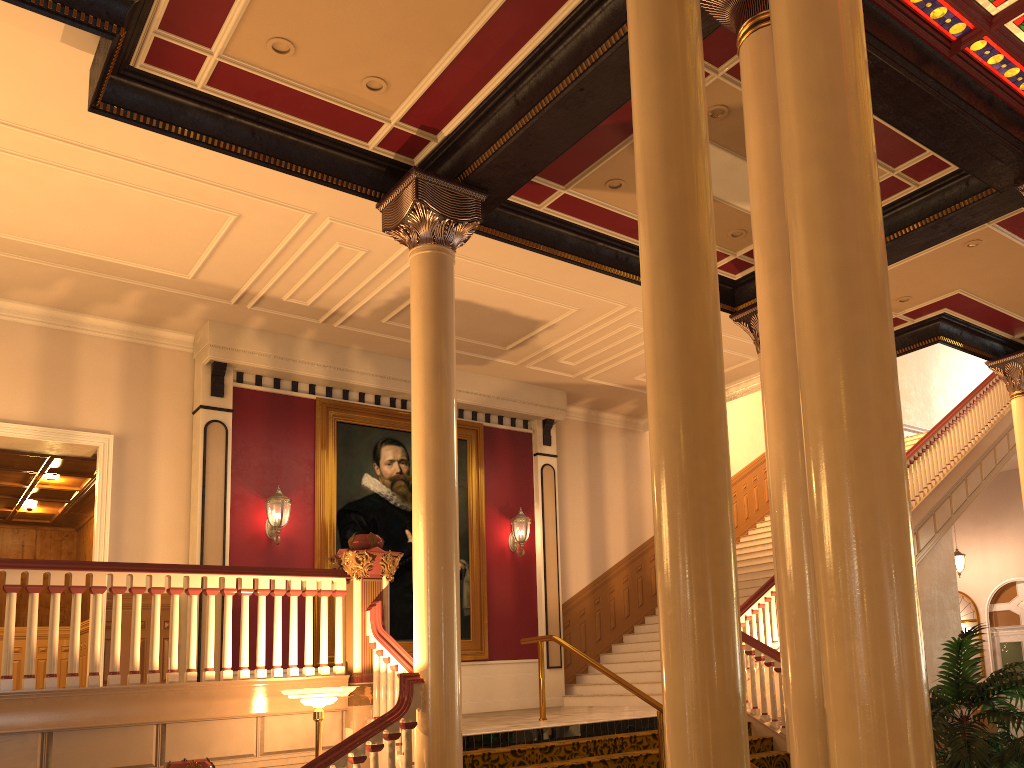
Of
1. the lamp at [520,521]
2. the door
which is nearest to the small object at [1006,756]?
the lamp at [520,521]

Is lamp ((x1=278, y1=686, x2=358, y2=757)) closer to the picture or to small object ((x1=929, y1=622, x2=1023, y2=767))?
Answer: small object ((x1=929, y1=622, x2=1023, y2=767))

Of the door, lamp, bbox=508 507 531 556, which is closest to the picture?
lamp, bbox=508 507 531 556

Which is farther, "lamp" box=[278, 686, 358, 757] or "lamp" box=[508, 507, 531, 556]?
"lamp" box=[508, 507, 531, 556]

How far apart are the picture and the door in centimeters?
1128cm

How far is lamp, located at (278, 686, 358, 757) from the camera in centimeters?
606cm

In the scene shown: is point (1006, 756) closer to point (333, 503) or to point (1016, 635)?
point (333, 503)

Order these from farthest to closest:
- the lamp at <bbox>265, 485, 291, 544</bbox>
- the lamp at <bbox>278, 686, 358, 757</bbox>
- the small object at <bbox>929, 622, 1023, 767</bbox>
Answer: the lamp at <bbox>265, 485, 291, 544</bbox>, the lamp at <bbox>278, 686, 358, 757</bbox>, the small object at <bbox>929, 622, 1023, 767</bbox>

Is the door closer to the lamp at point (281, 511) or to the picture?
the picture

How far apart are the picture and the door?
11.3m
